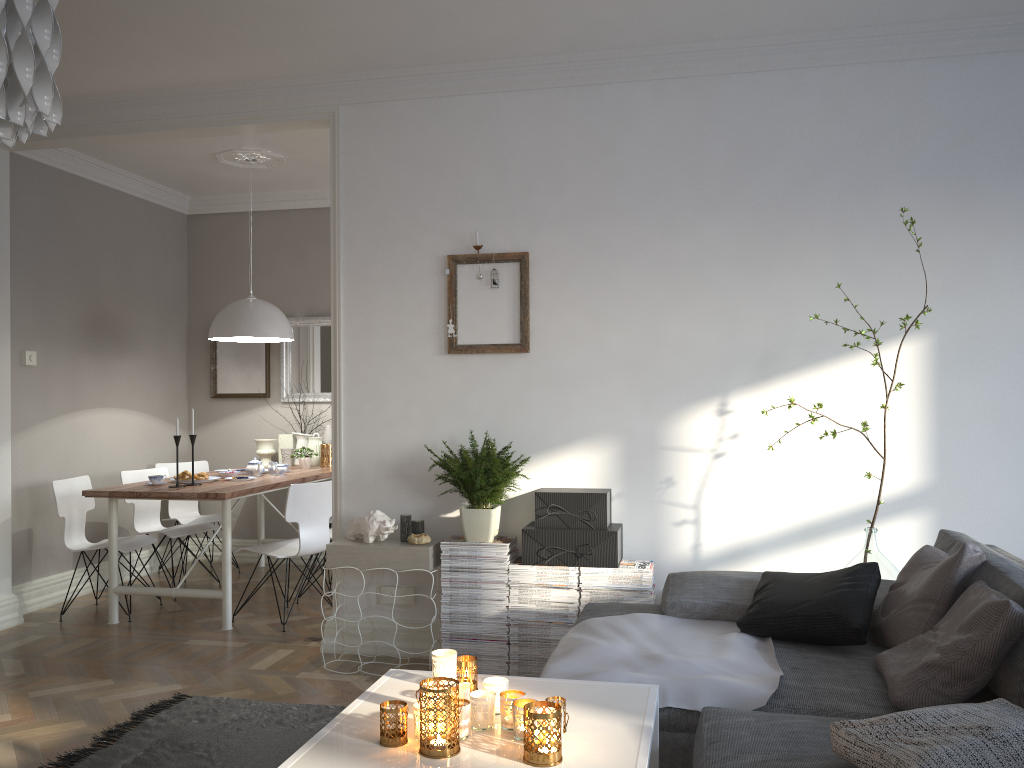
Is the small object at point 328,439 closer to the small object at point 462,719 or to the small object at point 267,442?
the small object at point 267,442

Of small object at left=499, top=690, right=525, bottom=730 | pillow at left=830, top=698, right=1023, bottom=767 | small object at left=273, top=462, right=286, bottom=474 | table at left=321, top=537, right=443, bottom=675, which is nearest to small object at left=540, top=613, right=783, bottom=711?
pillow at left=830, top=698, right=1023, bottom=767

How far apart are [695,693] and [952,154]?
2.7 meters

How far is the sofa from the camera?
2.01m

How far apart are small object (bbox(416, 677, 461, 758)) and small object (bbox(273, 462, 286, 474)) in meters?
4.0 m

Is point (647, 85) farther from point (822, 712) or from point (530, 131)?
point (822, 712)

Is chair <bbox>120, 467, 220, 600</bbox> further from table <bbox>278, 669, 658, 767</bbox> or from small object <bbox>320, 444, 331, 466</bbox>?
table <bbox>278, 669, 658, 767</bbox>

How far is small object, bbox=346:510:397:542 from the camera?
4.0 meters

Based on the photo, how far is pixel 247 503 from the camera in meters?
6.7 m

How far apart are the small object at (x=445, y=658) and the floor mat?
1.28m
